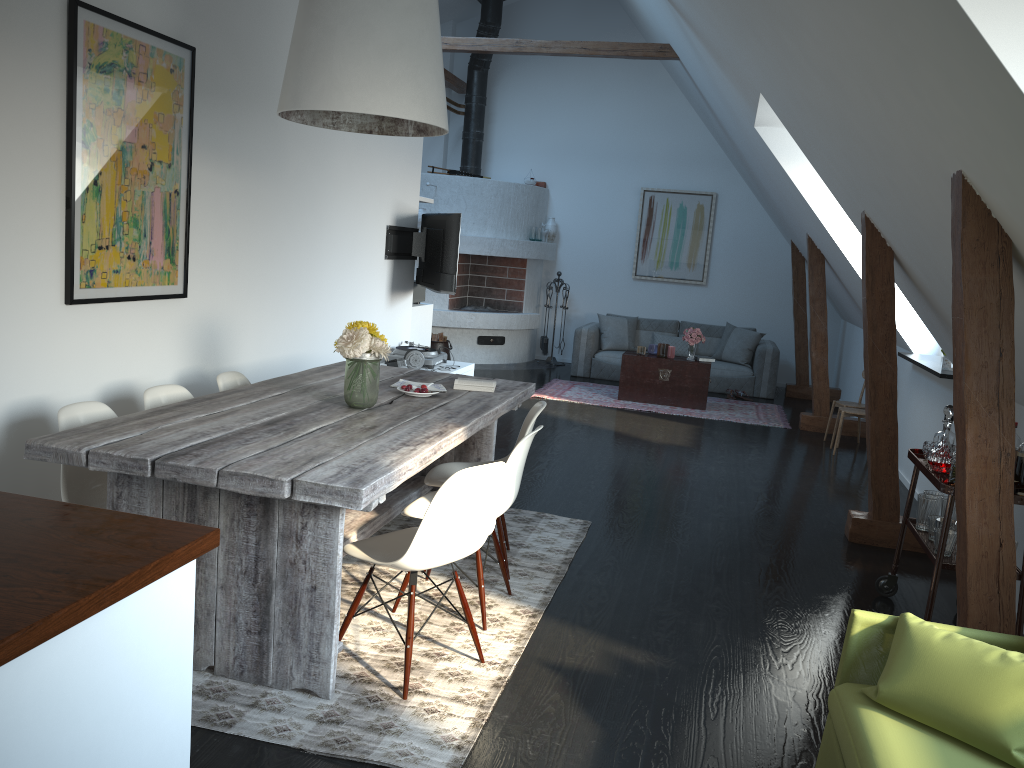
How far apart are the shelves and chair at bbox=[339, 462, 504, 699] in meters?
1.8

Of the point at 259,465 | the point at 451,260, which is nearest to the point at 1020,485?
the point at 259,465

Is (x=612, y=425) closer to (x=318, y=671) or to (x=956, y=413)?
(x=956, y=413)

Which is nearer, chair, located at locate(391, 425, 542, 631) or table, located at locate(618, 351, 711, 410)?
chair, located at locate(391, 425, 542, 631)

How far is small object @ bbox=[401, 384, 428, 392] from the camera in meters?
4.1 m

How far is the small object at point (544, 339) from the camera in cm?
1172

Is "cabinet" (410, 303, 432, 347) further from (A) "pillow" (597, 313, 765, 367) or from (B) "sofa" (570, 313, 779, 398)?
(A) "pillow" (597, 313, 765, 367)

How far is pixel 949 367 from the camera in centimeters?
573cm

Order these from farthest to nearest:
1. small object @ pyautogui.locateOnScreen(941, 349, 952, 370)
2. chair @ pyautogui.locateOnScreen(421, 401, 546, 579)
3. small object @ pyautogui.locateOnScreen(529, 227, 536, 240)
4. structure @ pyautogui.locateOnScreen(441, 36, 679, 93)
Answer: small object @ pyautogui.locateOnScreen(529, 227, 536, 240)
structure @ pyautogui.locateOnScreen(441, 36, 679, 93)
small object @ pyautogui.locateOnScreen(941, 349, 952, 370)
chair @ pyautogui.locateOnScreen(421, 401, 546, 579)

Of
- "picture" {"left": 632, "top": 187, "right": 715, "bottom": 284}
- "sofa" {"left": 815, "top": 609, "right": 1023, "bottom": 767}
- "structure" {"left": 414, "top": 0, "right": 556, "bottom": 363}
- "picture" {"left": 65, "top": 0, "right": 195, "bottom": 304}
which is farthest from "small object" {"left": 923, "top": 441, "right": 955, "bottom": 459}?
"picture" {"left": 632, "top": 187, "right": 715, "bottom": 284}
